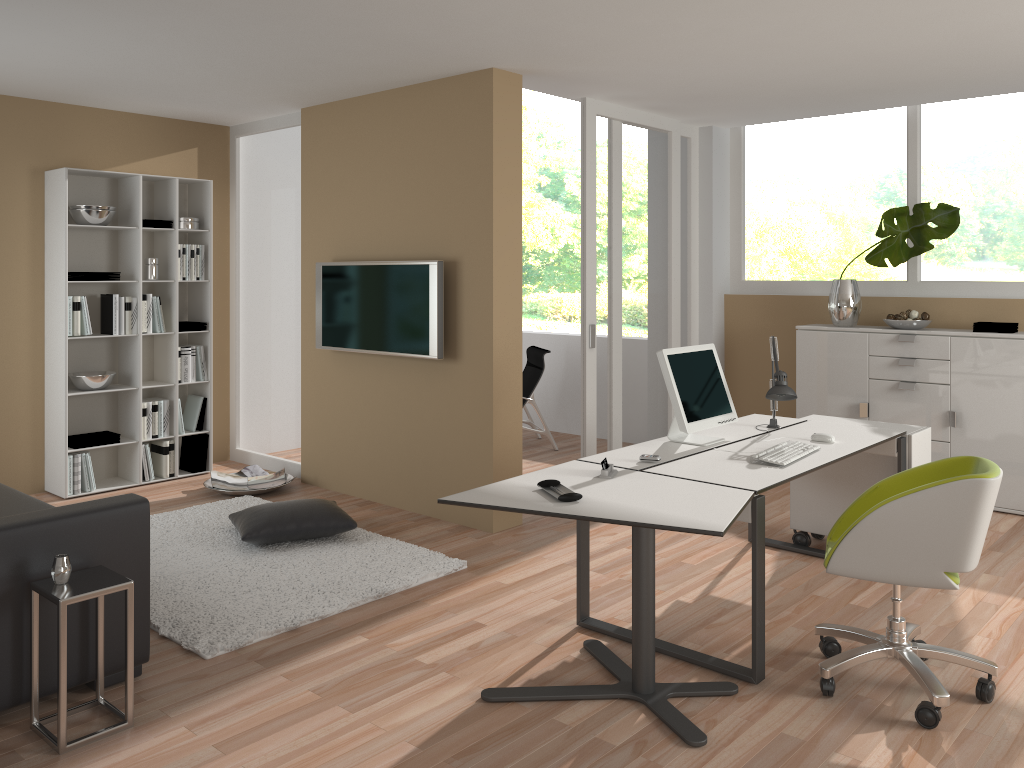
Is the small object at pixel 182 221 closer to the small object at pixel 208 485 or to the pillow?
the small object at pixel 208 485

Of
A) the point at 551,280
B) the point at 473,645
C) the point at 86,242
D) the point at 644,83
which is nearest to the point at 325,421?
the point at 86,242

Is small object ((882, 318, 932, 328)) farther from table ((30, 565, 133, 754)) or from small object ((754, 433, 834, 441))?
table ((30, 565, 133, 754))

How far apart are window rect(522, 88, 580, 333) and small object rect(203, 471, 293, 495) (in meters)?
9.32

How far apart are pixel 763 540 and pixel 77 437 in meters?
4.7 m

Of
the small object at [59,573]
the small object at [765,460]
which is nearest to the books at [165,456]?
the small object at [59,573]

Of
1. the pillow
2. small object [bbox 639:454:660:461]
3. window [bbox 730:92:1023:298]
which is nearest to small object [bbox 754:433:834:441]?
small object [bbox 639:454:660:461]

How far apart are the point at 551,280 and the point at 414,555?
10.6m

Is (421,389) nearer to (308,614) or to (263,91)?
(308,614)

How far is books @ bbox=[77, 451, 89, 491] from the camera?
5.89m
